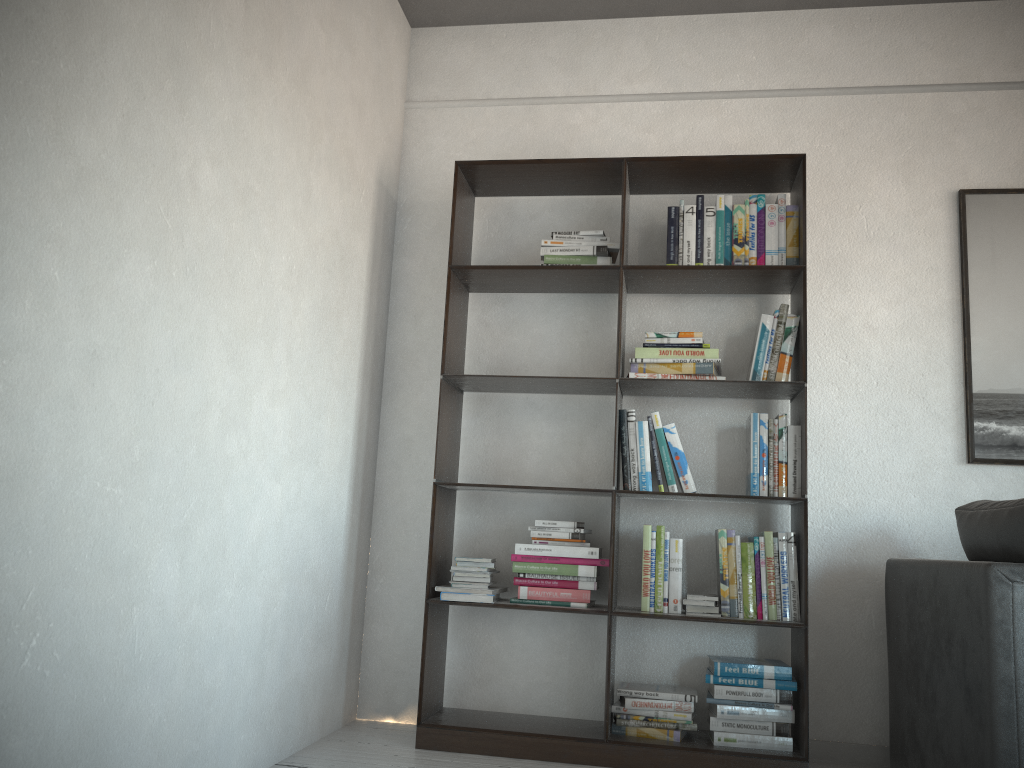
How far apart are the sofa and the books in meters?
0.3 m

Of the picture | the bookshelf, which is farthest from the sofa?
the picture

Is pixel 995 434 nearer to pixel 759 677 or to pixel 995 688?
pixel 759 677

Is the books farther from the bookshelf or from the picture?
the picture

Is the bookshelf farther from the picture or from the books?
the picture

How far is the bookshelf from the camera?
2.9m

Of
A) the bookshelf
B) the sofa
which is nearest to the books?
the bookshelf

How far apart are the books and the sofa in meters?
0.3

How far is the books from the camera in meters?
2.9

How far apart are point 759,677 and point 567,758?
0.7m
